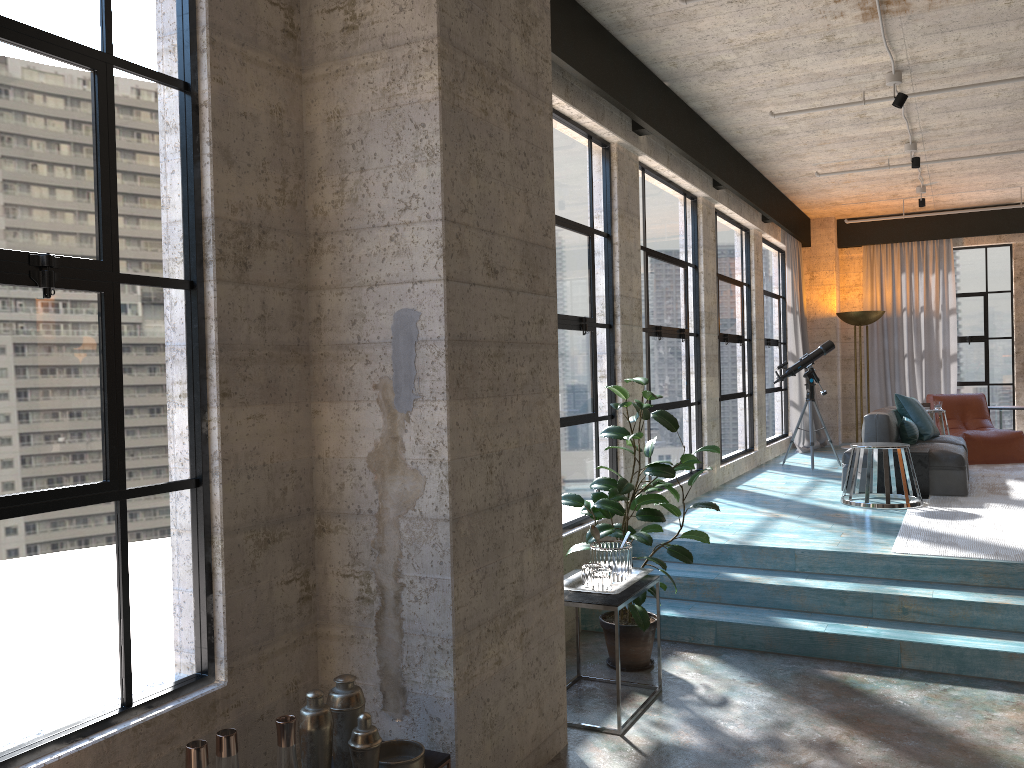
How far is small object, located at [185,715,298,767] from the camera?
2.2m

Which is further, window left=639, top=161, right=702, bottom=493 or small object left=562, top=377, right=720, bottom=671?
window left=639, top=161, right=702, bottom=493

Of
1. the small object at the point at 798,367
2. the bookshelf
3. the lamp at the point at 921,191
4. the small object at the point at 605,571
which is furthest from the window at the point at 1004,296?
the bookshelf

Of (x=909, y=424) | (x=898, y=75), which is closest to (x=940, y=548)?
(x=909, y=424)

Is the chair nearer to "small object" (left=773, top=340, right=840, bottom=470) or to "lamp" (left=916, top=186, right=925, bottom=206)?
"small object" (left=773, top=340, right=840, bottom=470)

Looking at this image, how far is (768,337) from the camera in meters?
11.1 m

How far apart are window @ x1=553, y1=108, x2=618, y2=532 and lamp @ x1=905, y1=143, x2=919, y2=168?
3.8m

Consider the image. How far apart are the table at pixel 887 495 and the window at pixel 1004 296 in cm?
608

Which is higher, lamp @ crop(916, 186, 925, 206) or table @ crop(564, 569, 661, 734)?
lamp @ crop(916, 186, 925, 206)

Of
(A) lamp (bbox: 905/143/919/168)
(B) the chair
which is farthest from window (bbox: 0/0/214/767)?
(B) the chair
